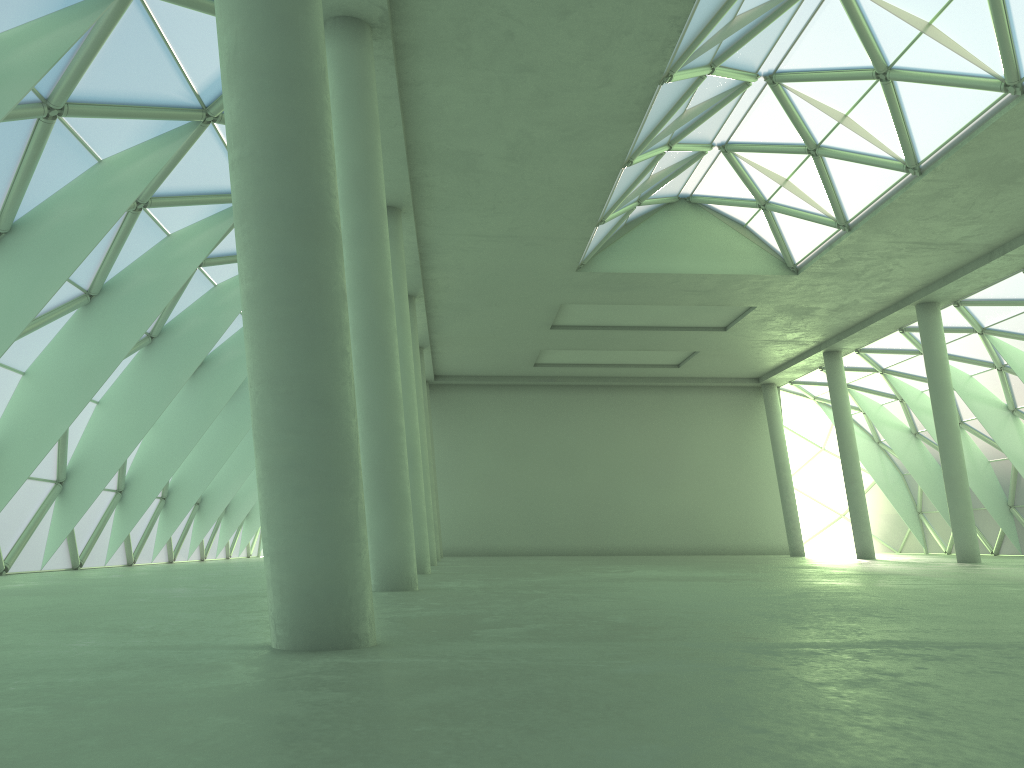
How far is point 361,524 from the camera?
8.2m
